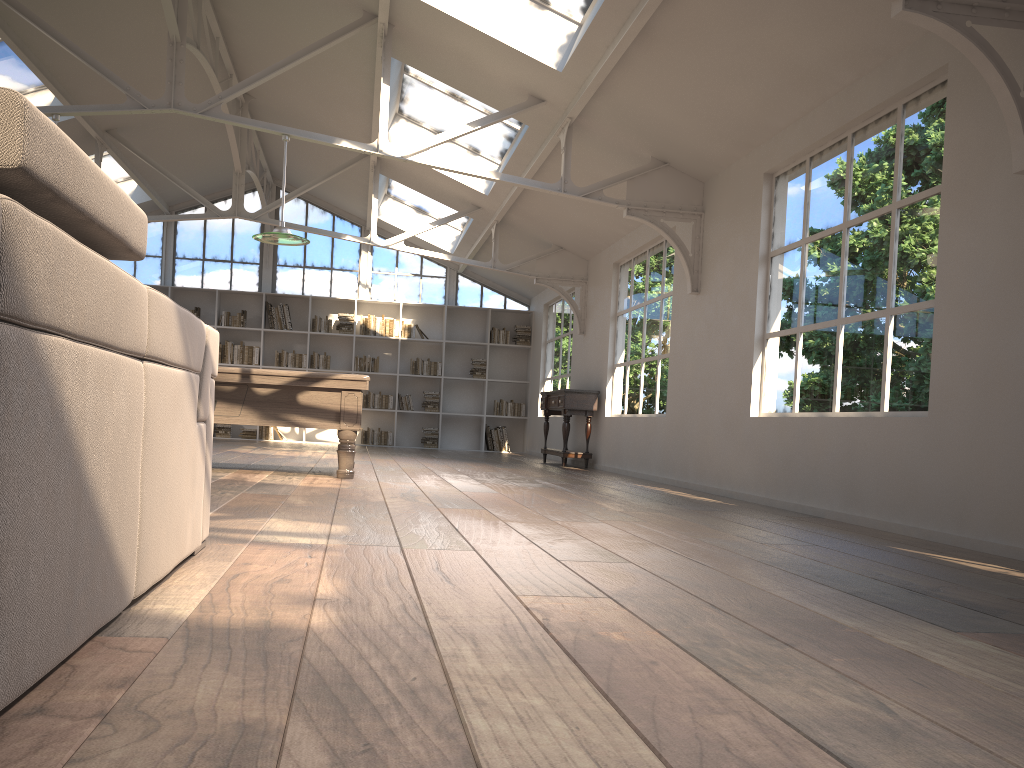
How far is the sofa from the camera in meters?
1.2

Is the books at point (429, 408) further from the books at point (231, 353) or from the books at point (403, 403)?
the books at point (231, 353)

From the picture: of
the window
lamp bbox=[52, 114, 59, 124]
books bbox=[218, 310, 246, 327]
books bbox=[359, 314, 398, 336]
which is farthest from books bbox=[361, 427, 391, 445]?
lamp bbox=[52, 114, 59, 124]

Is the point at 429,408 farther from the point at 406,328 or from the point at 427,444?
the point at 406,328

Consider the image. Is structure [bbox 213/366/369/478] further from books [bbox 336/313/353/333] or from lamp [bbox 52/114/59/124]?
books [bbox 336/313/353/333]

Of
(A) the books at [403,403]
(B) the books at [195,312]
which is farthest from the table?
(B) the books at [195,312]

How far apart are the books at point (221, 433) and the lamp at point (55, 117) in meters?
7.5 m

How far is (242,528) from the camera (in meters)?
3.32

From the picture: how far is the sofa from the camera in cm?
117

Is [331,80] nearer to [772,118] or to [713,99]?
[713,99]
